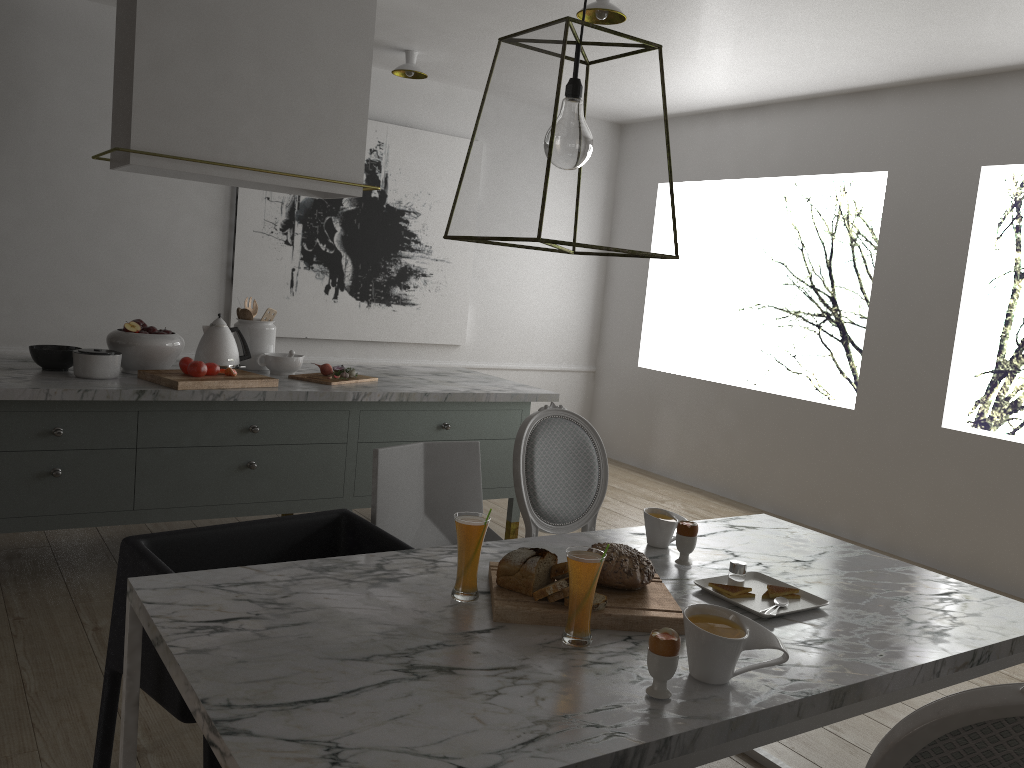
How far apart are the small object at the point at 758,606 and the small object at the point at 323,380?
Result: 2.00m

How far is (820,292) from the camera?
5.4 meters

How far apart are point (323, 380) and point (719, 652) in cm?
242

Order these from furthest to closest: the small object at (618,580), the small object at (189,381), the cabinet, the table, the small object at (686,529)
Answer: the small object at (189,381)
the cabinet
the small object at (686,529)
the small object at (618,580)
the table

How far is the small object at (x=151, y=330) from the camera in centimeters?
337cm

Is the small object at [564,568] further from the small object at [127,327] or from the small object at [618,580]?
the small object at [127,327]

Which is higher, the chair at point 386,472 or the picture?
the picture

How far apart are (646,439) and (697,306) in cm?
102

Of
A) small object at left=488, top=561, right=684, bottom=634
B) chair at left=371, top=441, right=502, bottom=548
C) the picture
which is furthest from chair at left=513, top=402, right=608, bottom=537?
the picture

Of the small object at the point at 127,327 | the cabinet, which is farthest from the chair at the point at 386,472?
the small object at the point at 127,327
